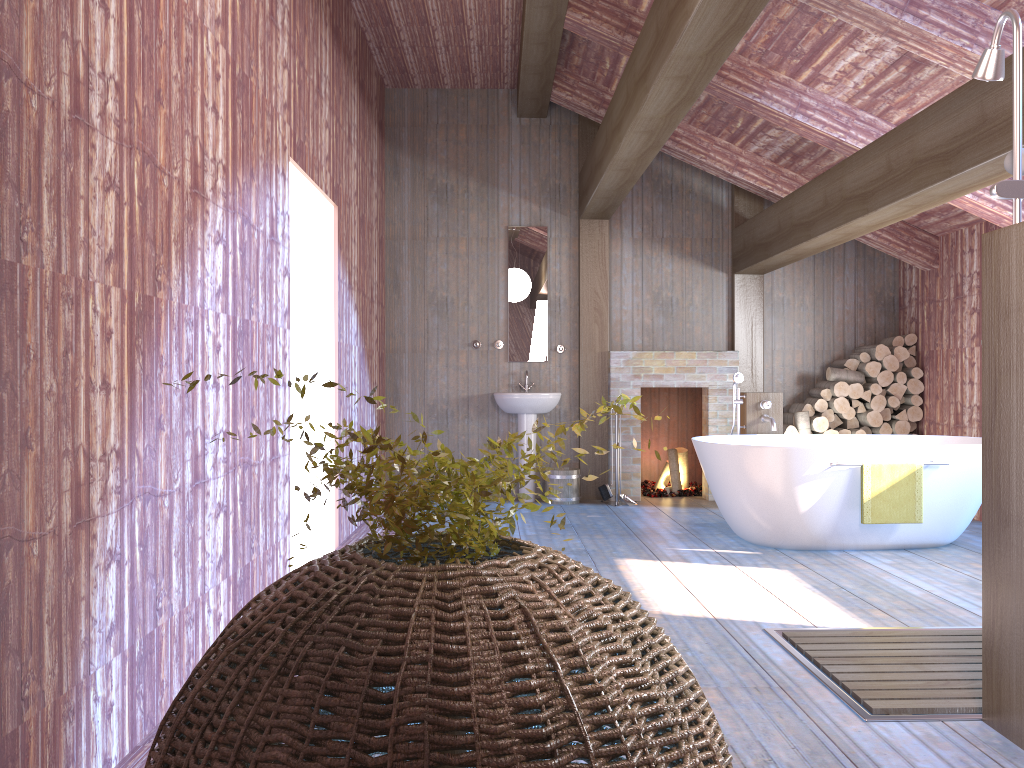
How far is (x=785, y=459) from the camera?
5.2 meters

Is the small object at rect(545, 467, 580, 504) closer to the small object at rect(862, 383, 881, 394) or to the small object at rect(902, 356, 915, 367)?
the small object at rect(862, 383, 881, 394)

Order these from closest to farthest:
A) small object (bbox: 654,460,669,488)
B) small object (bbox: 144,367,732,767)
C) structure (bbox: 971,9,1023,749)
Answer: small object (bbox: 144,367,732,767) < structure (bbox: 971,9,1023,749) < small object (bbox: 654,460,669,488)

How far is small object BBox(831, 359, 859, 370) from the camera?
7.6m

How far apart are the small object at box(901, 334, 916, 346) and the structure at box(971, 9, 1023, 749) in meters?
5.1 m

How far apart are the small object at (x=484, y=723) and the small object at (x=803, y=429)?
6.0m

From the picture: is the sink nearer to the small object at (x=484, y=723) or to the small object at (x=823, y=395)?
the small object at (x=823, y=395)

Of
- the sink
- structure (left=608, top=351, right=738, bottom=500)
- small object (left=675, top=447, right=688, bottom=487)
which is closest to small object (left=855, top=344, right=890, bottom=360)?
structure (left=608, top=351, right=738, bottom=500)

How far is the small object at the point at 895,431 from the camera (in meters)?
7.45

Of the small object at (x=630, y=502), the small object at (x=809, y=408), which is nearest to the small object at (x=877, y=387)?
the small object at (x=809, y=408)
